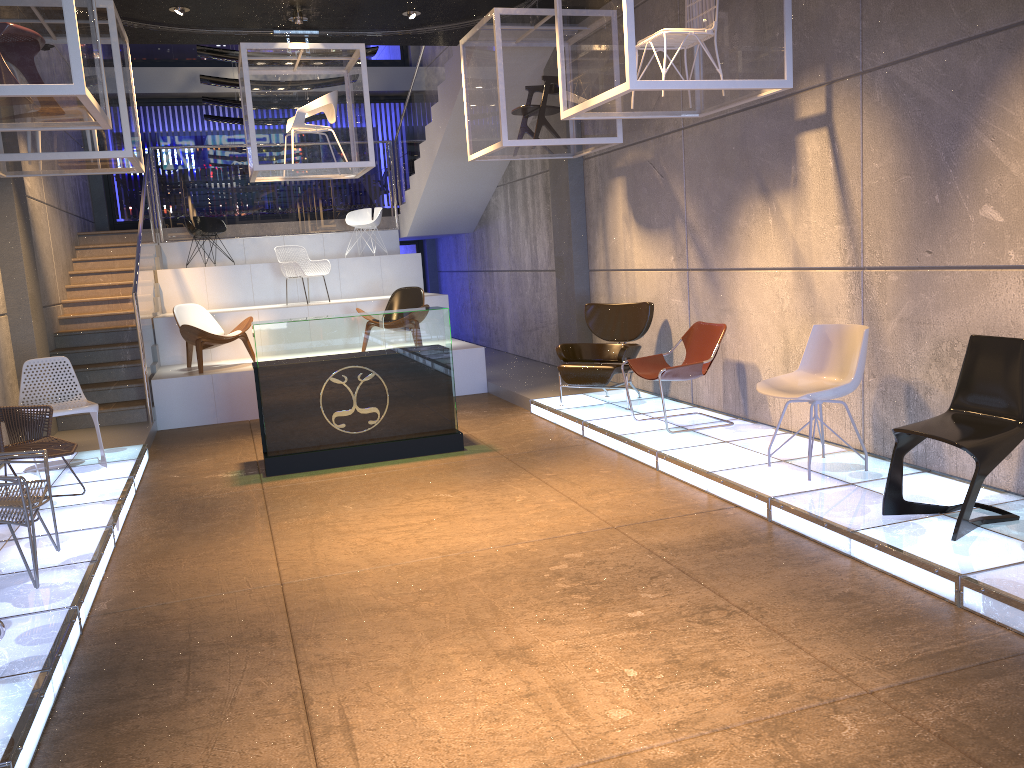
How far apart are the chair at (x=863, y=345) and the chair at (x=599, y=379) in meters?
2.4 m

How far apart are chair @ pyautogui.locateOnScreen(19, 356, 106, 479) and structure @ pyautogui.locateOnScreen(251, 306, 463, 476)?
1.3m

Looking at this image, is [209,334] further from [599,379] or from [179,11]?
[599,379]

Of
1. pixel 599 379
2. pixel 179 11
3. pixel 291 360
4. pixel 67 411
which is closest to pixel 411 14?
pixel 179 11

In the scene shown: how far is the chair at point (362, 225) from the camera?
13.7 meters

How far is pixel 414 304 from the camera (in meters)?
10.98

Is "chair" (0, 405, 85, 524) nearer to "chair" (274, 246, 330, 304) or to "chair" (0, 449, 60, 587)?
"chair" (0, 449, 60, 587)

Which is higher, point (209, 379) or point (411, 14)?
point (411, 14)

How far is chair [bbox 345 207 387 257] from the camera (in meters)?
13.69

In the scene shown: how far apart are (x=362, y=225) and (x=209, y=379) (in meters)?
4.84
